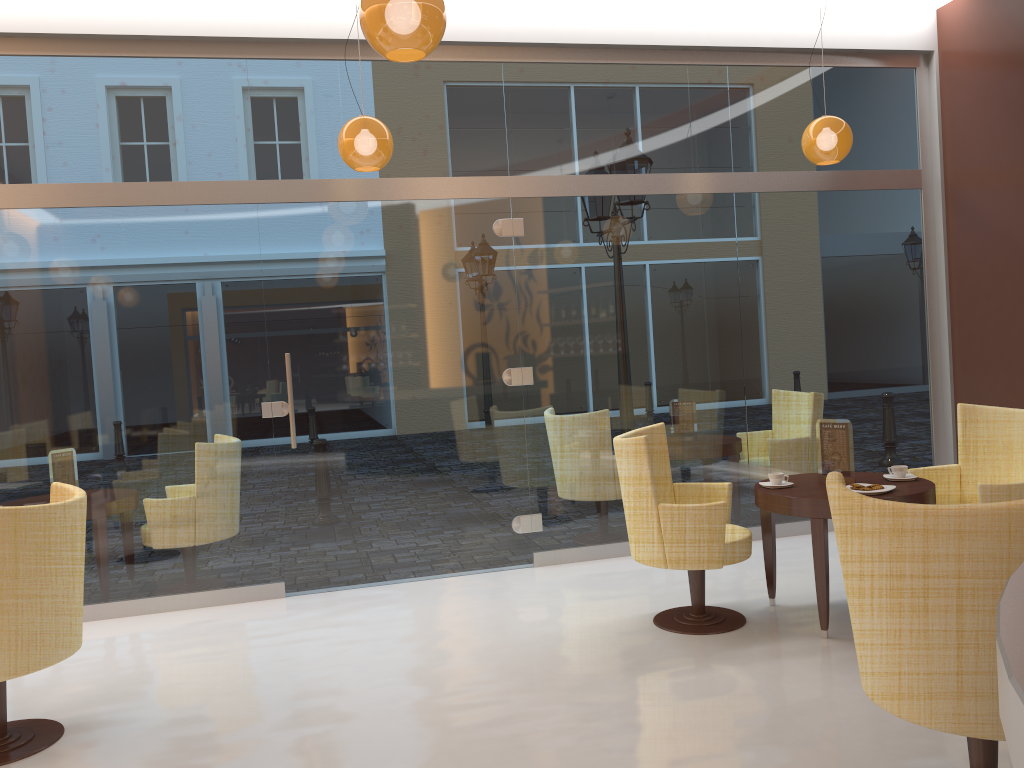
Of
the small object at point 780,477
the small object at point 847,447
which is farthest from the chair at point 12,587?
the small object at point 847,447

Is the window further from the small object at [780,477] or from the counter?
the counter

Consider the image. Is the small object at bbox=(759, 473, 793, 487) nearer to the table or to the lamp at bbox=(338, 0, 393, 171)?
the table

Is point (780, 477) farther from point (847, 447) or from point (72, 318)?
point (72, 318)

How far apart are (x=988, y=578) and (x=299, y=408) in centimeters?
→ 425cm

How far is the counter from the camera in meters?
0.9 m

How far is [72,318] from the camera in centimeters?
533cm

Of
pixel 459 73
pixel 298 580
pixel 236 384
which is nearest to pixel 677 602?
pixel 298 580

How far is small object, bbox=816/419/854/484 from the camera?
4.5m

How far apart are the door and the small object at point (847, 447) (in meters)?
2.04
